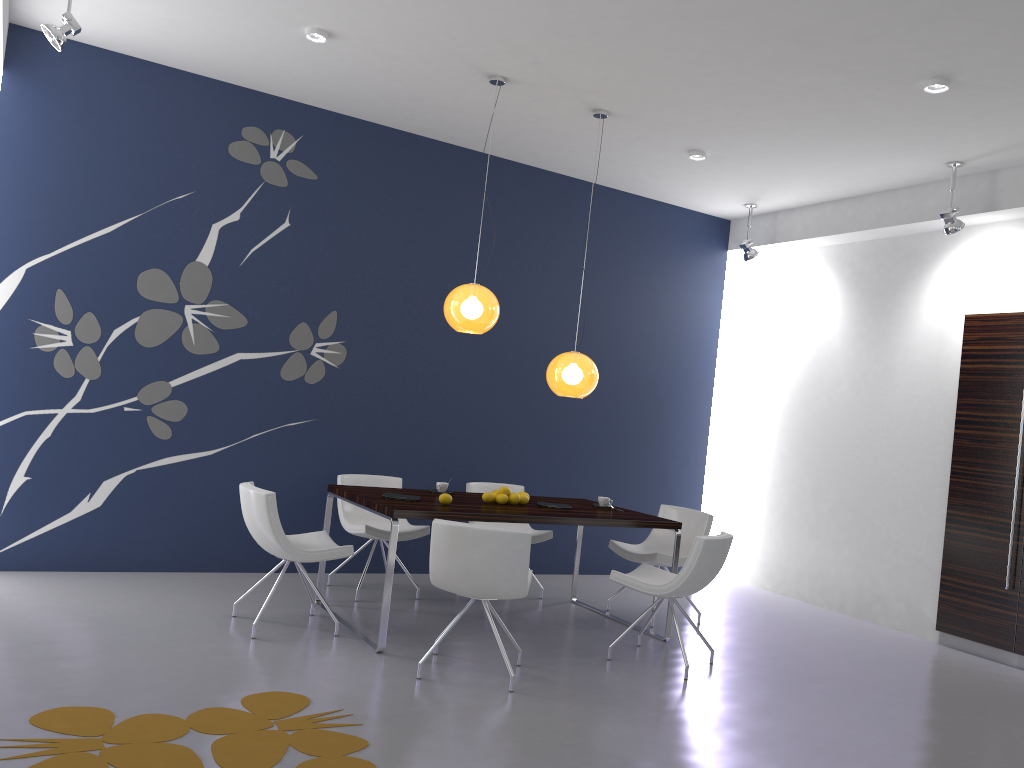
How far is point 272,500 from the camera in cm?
485

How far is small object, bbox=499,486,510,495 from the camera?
5.7m

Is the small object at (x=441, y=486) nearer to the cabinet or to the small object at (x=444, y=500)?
the small object at (x=444, y=500)

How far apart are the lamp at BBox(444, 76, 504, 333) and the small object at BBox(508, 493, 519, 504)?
1.1 meters

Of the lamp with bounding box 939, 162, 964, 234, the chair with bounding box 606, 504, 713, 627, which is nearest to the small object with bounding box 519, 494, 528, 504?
the chair with bounding box 606, 504, 713, 627

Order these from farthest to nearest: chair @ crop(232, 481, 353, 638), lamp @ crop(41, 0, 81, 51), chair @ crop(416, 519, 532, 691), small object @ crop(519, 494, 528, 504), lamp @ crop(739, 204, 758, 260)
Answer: lamp @ crop(739, 204, 758, 260), small object @ crop(519, 494, 528, 504), chair @ crop(232, 481, 353, 638), lamp @ crop(41, 0, 81, 51), chair @ crop(416, 519, 532, 691)

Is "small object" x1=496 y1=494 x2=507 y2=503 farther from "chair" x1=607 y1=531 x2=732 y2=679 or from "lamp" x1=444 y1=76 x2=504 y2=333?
"lamp" x1=444 y1=76 x2=504 y2=333

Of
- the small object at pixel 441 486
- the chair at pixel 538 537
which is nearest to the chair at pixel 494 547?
the small object at pixel 441 486

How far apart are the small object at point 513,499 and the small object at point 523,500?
0.1m

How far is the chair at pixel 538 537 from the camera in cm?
666
